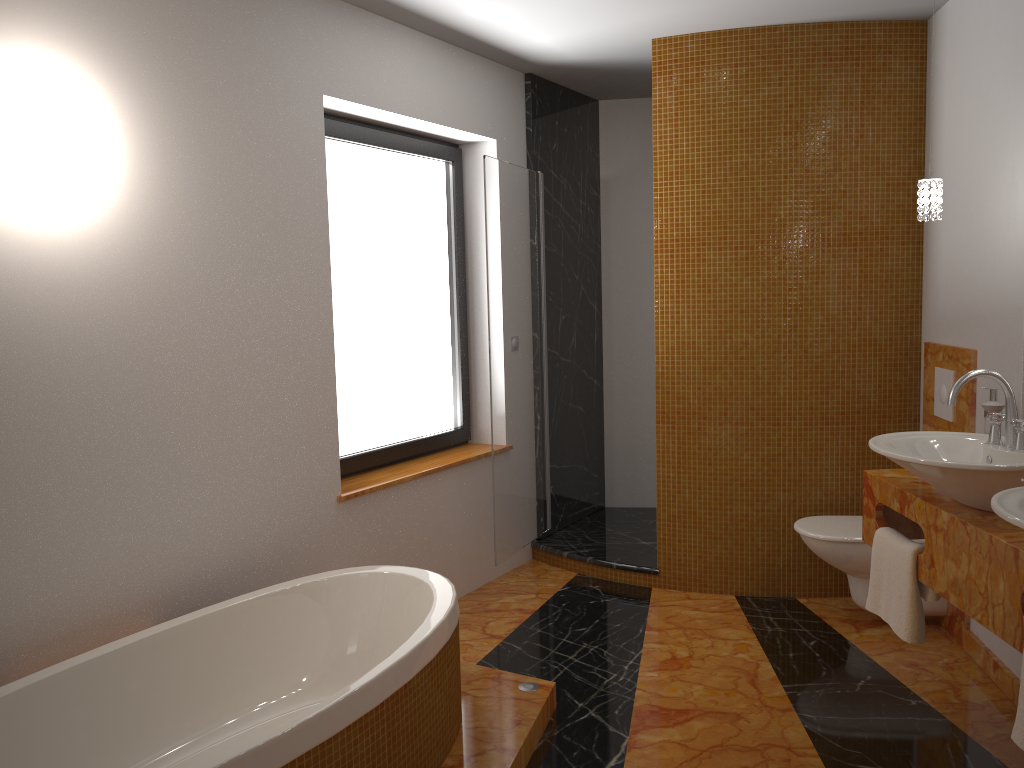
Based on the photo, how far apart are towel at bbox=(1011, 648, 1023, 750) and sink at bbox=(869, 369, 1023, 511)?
0.5m

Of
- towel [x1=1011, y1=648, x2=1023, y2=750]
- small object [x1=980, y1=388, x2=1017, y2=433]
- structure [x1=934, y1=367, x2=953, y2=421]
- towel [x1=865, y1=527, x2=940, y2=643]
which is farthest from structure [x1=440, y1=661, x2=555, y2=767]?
structure [x1=934, y1=367, x2=953, y2=421]

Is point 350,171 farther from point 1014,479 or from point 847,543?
point 1014,479

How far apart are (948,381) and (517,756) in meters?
2.2

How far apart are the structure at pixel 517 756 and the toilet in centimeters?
128cm

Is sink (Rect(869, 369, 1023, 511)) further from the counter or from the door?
the door

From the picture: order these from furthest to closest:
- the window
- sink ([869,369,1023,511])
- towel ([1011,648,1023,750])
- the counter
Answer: the window < sink ([869,369,1023,511]) < the counter < towel ([1011,648,1023,750])

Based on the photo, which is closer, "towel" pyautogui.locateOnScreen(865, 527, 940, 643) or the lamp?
"towel" pyautogui.locateOnScreen(865, 527, 940, 643)

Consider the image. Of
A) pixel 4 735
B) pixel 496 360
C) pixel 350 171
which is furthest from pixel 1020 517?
pixel 350 171

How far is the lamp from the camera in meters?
2.8
